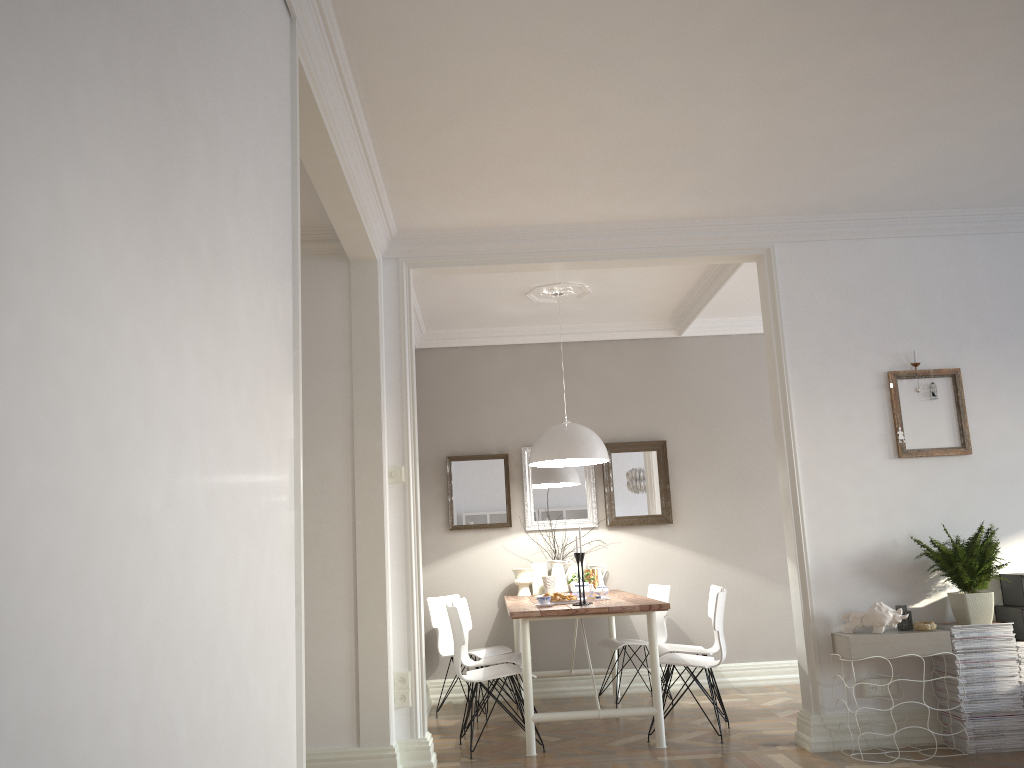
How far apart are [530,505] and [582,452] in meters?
1.3

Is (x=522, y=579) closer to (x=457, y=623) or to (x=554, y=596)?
(x=554, y=596)

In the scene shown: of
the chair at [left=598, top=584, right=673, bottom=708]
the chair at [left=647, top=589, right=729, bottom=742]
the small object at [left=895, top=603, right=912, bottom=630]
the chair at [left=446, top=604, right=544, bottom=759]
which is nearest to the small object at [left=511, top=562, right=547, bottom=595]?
the chair at [left=598, top=584, right=673, bottom=708]

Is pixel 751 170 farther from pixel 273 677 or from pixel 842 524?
pixel 273 677

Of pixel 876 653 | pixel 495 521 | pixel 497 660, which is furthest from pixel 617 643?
pixel 876 653

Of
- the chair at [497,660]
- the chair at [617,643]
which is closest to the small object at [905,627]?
the chair at [617,643]

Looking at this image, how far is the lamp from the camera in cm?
559

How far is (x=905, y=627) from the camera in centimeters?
436cm

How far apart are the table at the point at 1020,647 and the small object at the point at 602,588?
2.3 meters

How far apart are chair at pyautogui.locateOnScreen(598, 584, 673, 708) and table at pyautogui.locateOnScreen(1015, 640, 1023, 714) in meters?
2.3 m
